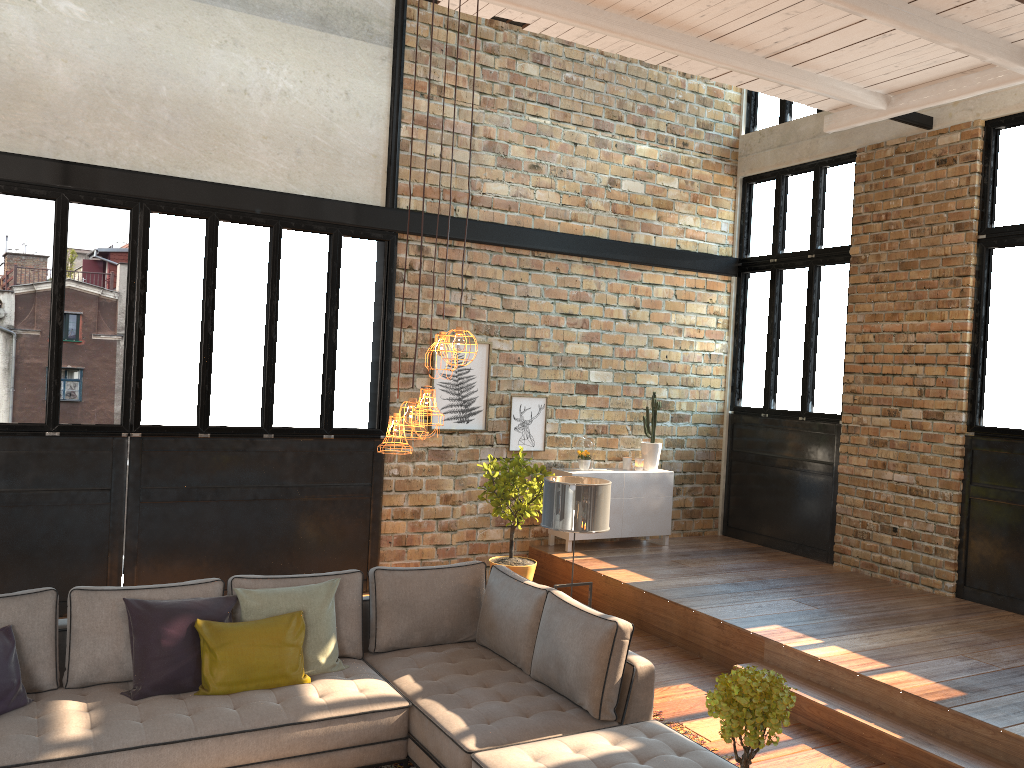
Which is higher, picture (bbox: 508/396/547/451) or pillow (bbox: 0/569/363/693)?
picture (bbox: 508/396/547/451)

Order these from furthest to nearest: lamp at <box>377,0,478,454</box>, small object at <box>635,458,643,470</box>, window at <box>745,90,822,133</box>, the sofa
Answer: window at <box>745,90,822,133</box> < small object at <box>635,458,643,470</box> < the sofa < lamp at <box>377,0,478,454</box>

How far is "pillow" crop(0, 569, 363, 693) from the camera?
4.3 meters

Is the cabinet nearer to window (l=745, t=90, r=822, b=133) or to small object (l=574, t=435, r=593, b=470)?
small object (l=574, t=435, r=593, b=470)

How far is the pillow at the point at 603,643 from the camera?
4.4 meters

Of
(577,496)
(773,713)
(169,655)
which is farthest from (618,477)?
(773,713)

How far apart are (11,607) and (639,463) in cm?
628

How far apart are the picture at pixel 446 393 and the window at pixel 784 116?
4.1 meters

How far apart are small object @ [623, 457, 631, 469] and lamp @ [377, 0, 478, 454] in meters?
6.0 m

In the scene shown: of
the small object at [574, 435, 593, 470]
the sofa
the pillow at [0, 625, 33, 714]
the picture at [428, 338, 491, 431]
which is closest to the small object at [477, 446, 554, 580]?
the picture at [428, 338, 491, 431]
